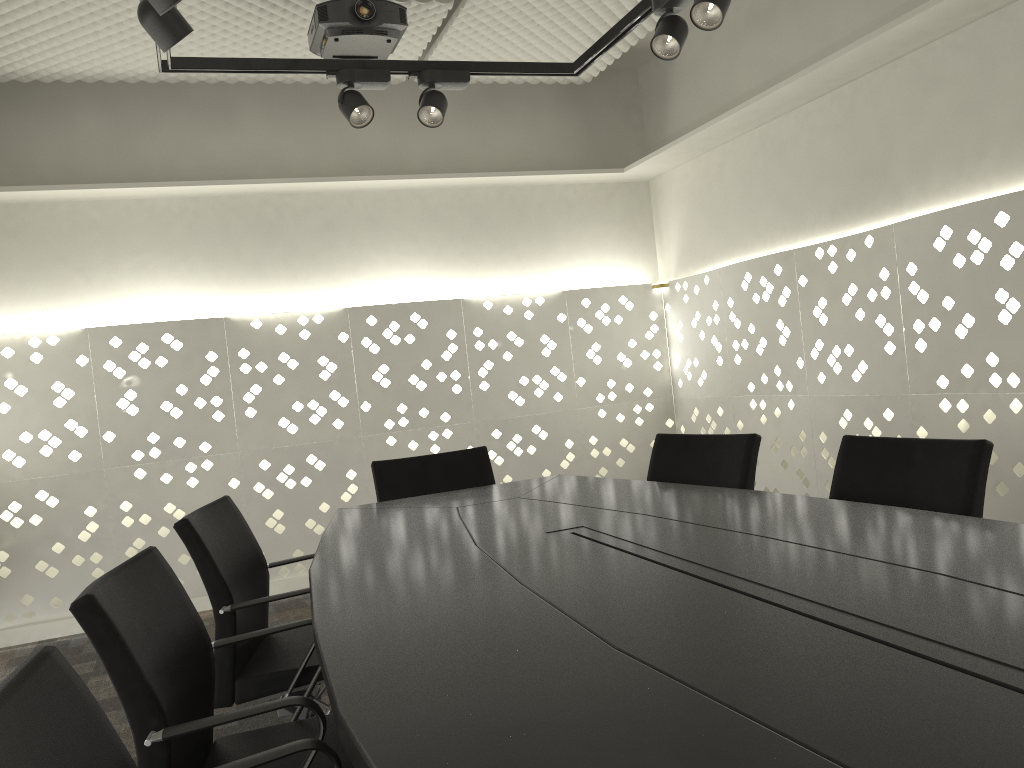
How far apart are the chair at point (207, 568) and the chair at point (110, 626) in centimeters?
28cm

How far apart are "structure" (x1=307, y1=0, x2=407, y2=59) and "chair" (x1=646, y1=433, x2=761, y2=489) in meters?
1.7 m

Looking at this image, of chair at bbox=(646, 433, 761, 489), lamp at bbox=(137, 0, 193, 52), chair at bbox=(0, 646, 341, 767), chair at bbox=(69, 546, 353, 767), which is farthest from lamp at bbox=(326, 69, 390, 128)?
chair at bbox=(0, 646, 341, 767)

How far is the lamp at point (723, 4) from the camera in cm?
236

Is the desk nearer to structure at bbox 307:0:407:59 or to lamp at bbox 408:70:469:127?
lamp at bbox 408:70:469:127

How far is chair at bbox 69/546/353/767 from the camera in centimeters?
130cm

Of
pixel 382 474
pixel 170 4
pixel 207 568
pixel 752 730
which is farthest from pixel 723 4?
pixel 752 730

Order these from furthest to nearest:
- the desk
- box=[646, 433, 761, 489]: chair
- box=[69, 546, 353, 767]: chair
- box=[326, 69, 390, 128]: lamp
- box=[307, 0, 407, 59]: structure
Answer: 1. box=[307, 0, 407, 59]: structure
2. box=[326, 69, 390, 128]: lamp
3. box=[646, 433, 761, 489]: chair
4. box=[69, 546, 353, 767]: chair
5. the desk

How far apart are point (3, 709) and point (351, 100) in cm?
242

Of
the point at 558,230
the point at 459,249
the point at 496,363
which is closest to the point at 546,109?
the point at 558,230
